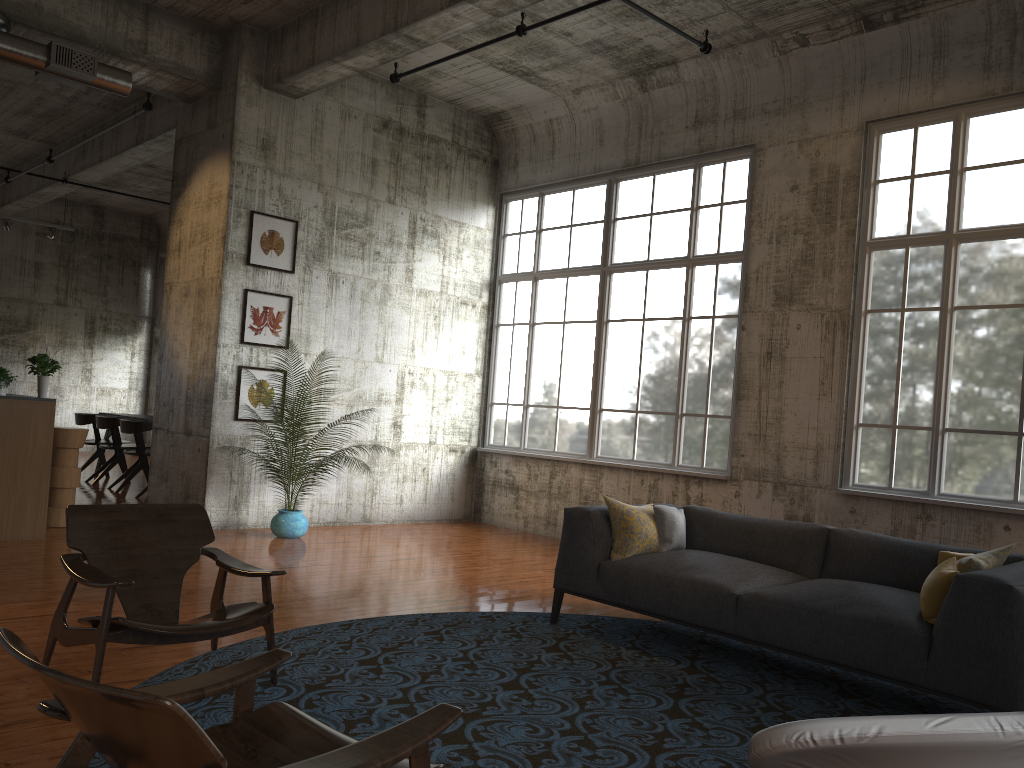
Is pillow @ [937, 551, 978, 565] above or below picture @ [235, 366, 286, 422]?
below

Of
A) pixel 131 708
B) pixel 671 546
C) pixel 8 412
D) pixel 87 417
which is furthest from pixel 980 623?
pixel 87 417

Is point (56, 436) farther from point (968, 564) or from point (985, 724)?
point (985, 724)

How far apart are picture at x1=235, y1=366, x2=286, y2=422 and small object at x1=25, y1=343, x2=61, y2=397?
1.82m

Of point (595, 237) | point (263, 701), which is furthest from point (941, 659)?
point (595, 237)

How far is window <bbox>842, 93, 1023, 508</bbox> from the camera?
7.3m

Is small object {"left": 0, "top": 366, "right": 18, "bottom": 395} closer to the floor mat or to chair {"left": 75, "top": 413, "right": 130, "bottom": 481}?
the floor mat

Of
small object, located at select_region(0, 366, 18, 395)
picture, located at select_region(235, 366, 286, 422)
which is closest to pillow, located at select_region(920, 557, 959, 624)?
picture, located at select_region(235, 366, 286, 422)

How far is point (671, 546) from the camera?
5.88m

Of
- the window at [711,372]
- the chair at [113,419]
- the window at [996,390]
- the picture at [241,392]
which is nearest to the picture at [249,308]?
the picture at [241,392]
